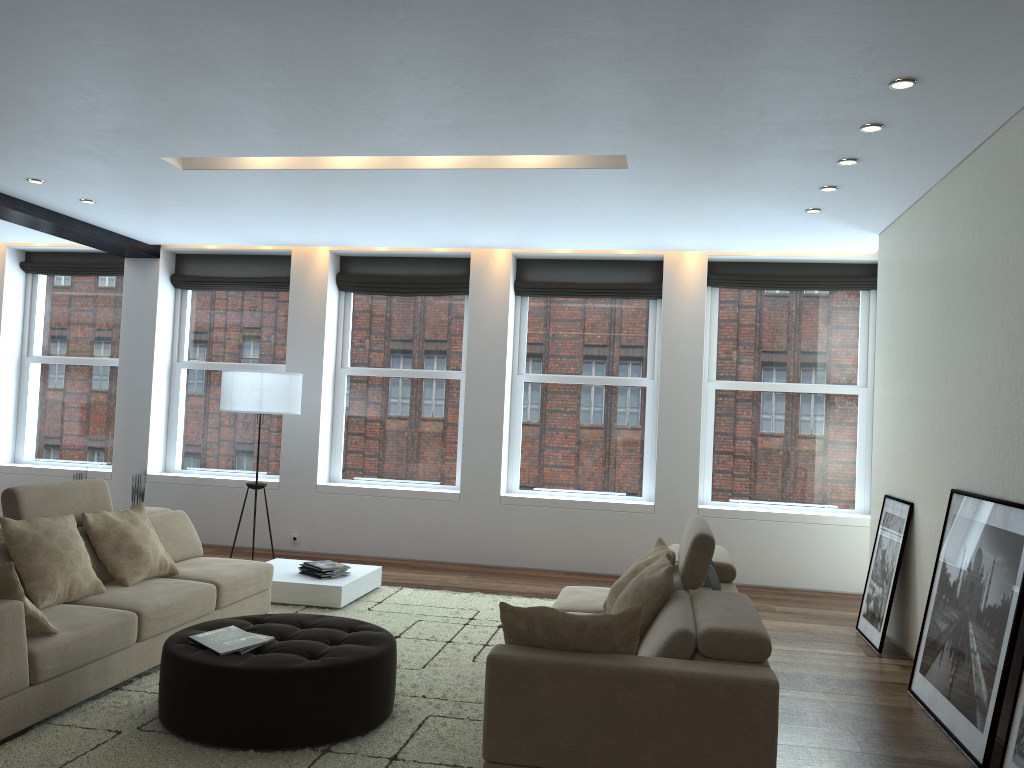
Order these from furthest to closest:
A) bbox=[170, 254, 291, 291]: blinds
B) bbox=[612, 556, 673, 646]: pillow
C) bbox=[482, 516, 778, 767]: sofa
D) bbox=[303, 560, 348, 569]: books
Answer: bbox=[170, 254, 291, 291]: blinds → bbox=[303, 560, 348, 569]: books → bbox=[612, 556, 673, 646]: pillow → bbox=[482, 516, 778, 767]: sofa

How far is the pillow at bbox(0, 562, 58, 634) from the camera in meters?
3.6 m

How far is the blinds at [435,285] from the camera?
8.9 meters

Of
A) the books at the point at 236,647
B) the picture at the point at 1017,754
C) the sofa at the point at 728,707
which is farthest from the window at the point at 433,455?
the picture at the point at 1017,754

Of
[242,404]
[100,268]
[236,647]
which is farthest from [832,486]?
[100,268]

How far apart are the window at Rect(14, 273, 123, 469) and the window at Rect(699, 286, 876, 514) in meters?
6.2

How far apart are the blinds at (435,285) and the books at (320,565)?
3.2m

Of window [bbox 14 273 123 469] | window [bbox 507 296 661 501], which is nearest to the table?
window [bbox 507 296 661 501]

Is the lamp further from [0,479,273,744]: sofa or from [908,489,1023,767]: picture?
[908,489,1023,767]: picture

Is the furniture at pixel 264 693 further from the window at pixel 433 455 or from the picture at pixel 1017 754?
the window at pixel 433 455
